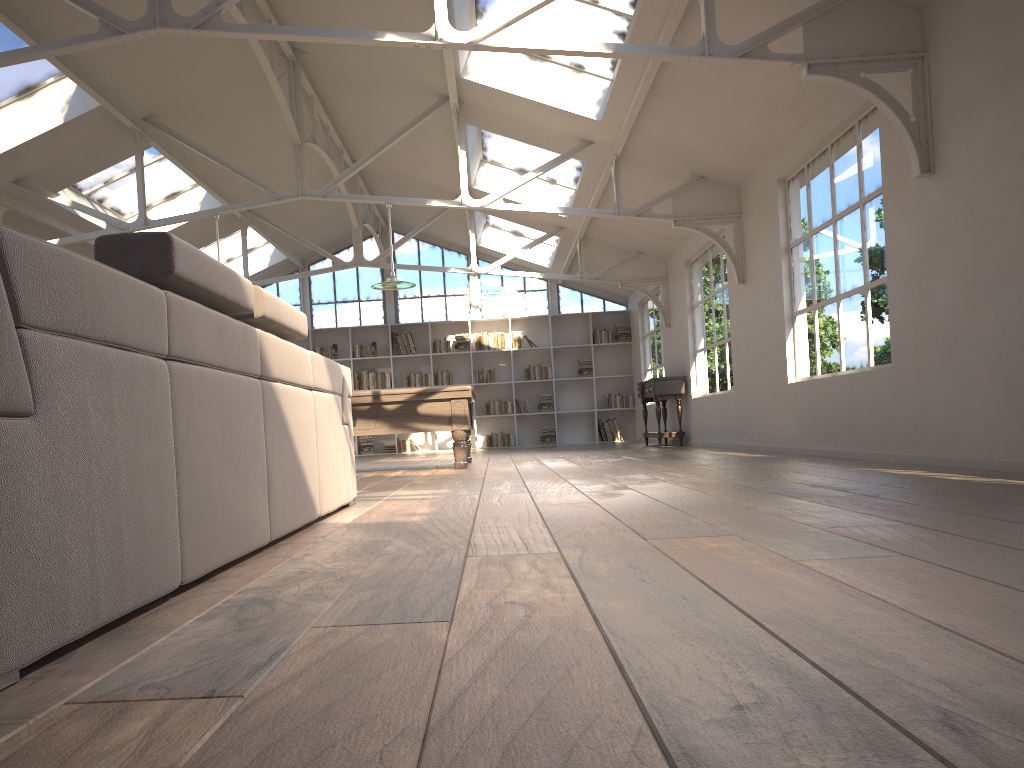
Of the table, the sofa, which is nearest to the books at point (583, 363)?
the table

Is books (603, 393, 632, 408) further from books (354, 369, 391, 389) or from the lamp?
the lamp

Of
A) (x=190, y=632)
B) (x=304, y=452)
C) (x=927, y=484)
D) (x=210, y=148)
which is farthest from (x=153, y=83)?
(x=190, y=632)

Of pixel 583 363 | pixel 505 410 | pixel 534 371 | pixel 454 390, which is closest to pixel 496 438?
pixel 505 410

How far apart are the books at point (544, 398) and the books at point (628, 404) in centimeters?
102cm

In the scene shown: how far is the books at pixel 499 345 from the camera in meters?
15.9 m

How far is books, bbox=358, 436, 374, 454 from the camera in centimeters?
1575cm

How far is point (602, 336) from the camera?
15.93m

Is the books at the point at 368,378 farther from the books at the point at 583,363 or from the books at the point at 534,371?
the books at the point at 583,363

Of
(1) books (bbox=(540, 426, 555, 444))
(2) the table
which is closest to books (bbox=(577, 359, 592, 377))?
(1) books (bbox=(540, 426, 555, 444))
